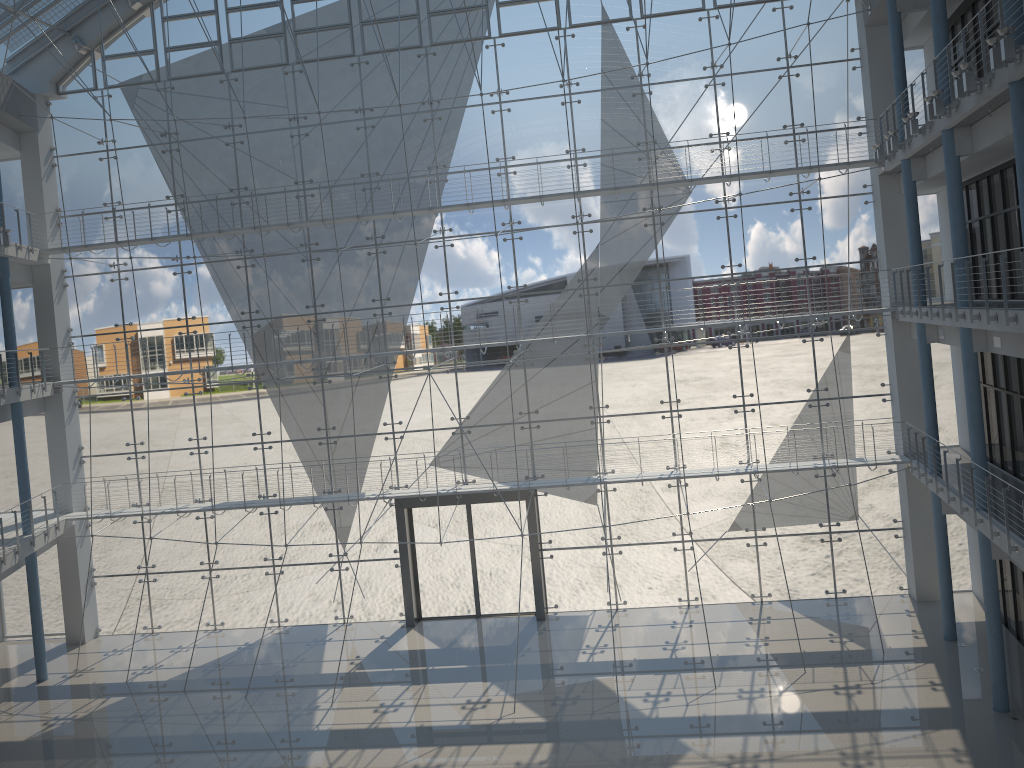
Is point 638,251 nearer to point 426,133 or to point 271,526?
point 426,133

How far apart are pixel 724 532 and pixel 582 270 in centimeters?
112cm

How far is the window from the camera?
3.21m

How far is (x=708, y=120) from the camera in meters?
3.2

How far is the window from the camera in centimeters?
321cm
